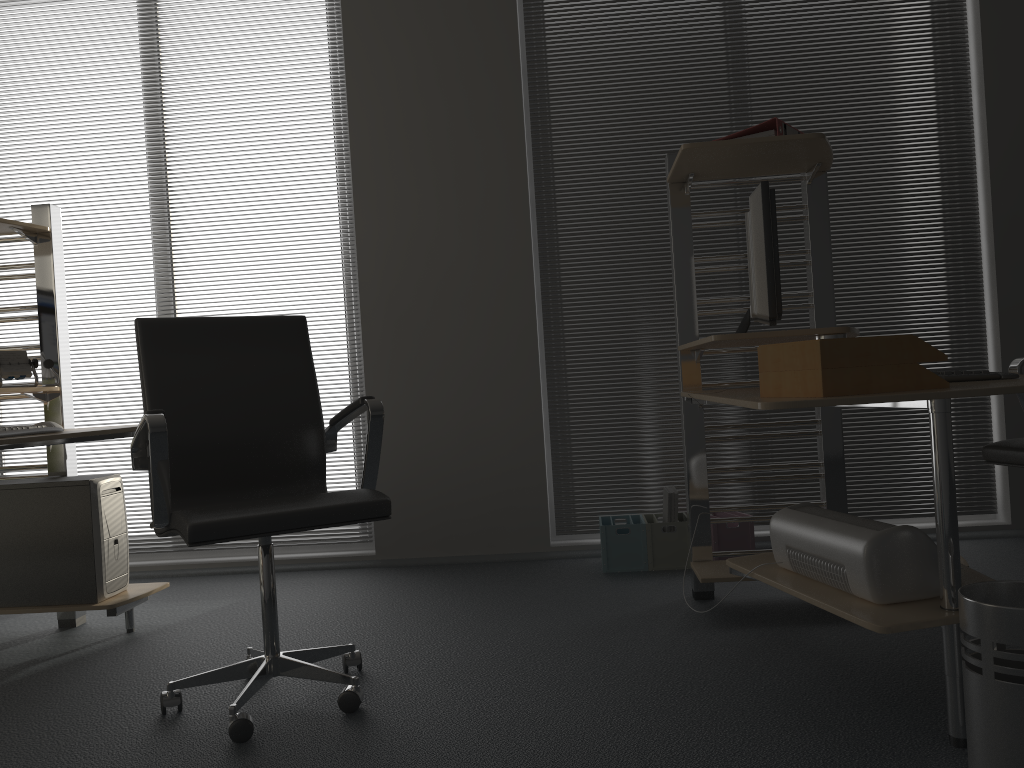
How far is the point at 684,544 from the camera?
3.60m

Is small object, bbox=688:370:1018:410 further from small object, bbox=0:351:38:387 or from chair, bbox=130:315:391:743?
small object, bbox=0:351:38:387

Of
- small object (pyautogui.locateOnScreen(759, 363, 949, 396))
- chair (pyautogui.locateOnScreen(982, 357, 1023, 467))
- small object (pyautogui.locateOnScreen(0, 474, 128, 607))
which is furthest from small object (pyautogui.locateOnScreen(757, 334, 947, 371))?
small object (pyautogui.locateOnScreen(0, 474, 128, 607))

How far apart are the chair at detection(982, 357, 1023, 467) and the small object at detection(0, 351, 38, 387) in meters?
3.2

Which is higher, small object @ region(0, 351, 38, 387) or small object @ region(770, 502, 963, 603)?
small object @ region(0, 351, 38, 387)

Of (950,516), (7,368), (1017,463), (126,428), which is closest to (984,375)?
(1017,463)

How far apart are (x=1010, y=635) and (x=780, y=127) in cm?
168

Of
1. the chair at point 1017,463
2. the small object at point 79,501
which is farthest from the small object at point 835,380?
the small object at point 79,501

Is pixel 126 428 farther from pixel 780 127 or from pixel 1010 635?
pixel 1010 635

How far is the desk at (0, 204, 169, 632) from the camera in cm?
293
